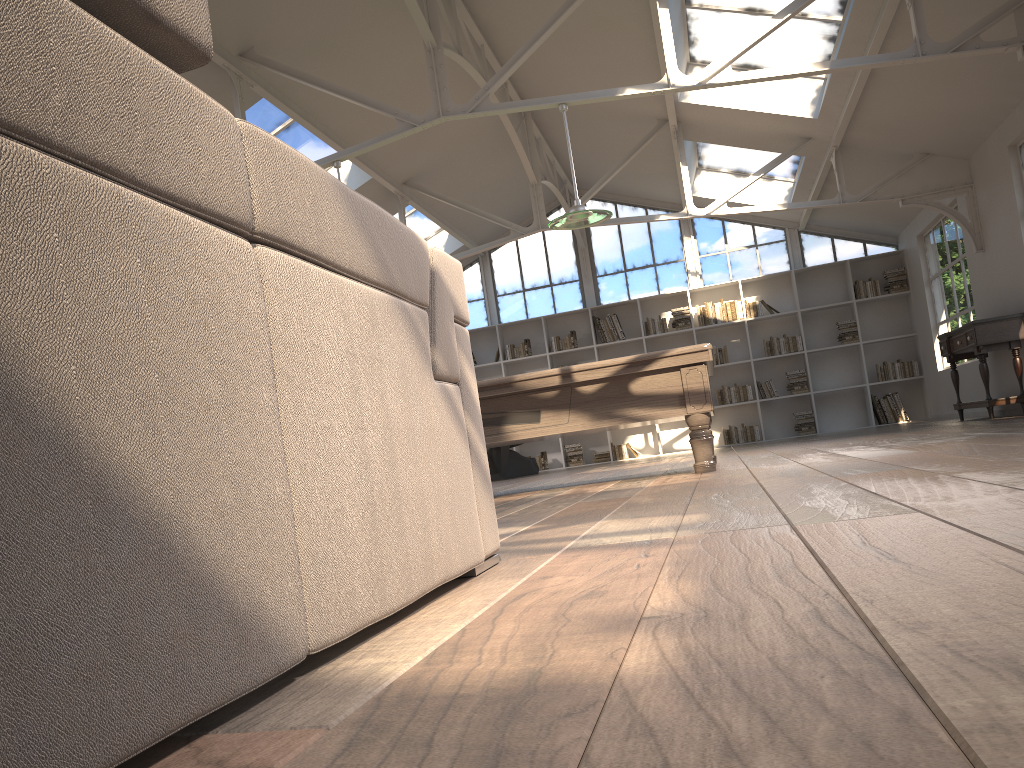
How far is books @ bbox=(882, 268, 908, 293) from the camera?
12.4 meters

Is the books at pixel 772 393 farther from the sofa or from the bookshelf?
the sofa

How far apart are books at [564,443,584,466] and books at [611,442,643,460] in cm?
51

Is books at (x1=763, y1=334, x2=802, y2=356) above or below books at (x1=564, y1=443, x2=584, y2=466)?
above

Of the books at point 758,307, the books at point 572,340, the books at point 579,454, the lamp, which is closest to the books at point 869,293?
the books at point 758,307

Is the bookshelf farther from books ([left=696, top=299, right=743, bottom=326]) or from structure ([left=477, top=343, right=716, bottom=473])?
structure ([left=477, top=343, right=716, bottom=473])

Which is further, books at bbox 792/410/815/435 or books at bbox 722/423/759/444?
books at bbox 722/423/759/444

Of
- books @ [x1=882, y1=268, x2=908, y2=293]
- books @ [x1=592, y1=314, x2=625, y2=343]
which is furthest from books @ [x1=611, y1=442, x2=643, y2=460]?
books @ [x1=882, y1=268, x2=908, y2=293]

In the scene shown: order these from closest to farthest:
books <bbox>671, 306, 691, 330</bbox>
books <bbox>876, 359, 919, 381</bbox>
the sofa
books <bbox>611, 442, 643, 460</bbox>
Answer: the sofa, books <bbox>876, 359, 919, 381</bbox>, books <bbox>671, 306, 691, 330</bbox>, books <bbox>611, 442, 643, 460</bbox>

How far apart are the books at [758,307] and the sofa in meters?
11.4
